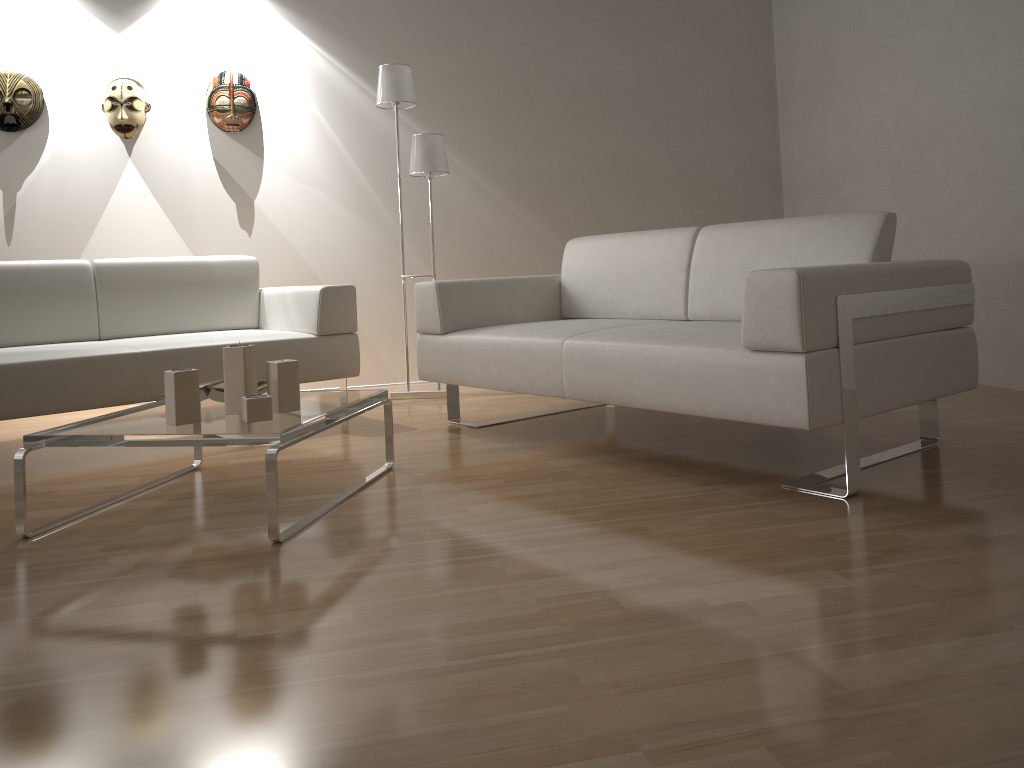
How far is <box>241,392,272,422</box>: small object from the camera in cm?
226

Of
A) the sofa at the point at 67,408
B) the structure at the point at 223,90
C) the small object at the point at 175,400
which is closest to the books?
the small object at the point at 175,400

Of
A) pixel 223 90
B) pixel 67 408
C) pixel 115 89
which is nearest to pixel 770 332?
pixel 67 408

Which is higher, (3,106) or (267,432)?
(3,106)

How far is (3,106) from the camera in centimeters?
434cm

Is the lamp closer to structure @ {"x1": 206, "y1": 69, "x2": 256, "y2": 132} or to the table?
structure @ {"x1": 206, "y1": 69, "x2": 256, "y2": 132}

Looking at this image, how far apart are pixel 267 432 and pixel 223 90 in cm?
306

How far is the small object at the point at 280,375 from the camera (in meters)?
2.39

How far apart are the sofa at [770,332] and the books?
0.8m

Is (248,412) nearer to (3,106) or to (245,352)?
(245,352)
